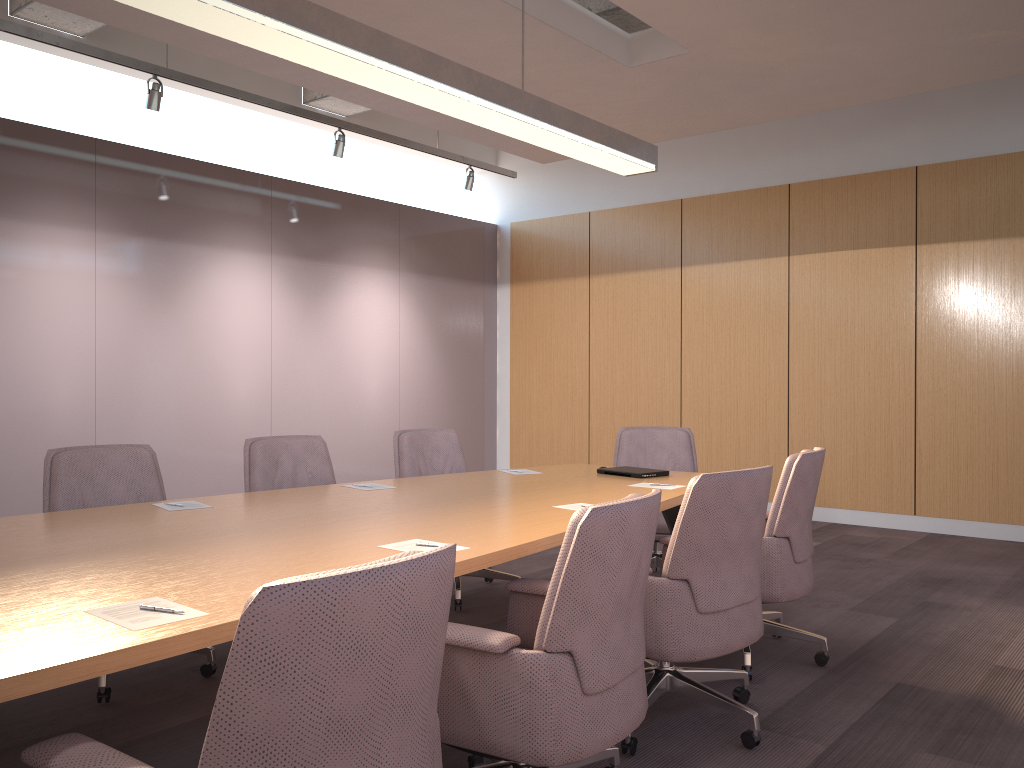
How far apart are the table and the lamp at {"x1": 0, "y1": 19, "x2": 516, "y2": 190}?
3.01m

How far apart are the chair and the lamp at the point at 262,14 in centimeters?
169cm

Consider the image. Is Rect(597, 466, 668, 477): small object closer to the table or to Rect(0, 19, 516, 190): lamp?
the table

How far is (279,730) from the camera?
1.4m

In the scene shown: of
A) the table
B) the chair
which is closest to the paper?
the table

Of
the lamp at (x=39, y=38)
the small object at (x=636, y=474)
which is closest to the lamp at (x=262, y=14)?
the small object at (x=636, y=474)

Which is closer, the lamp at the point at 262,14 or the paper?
the paper

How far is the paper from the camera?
1.8m

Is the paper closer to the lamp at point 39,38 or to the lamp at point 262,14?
the lamp at point 262,14

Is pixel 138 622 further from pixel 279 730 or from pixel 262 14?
pixel 262 14
